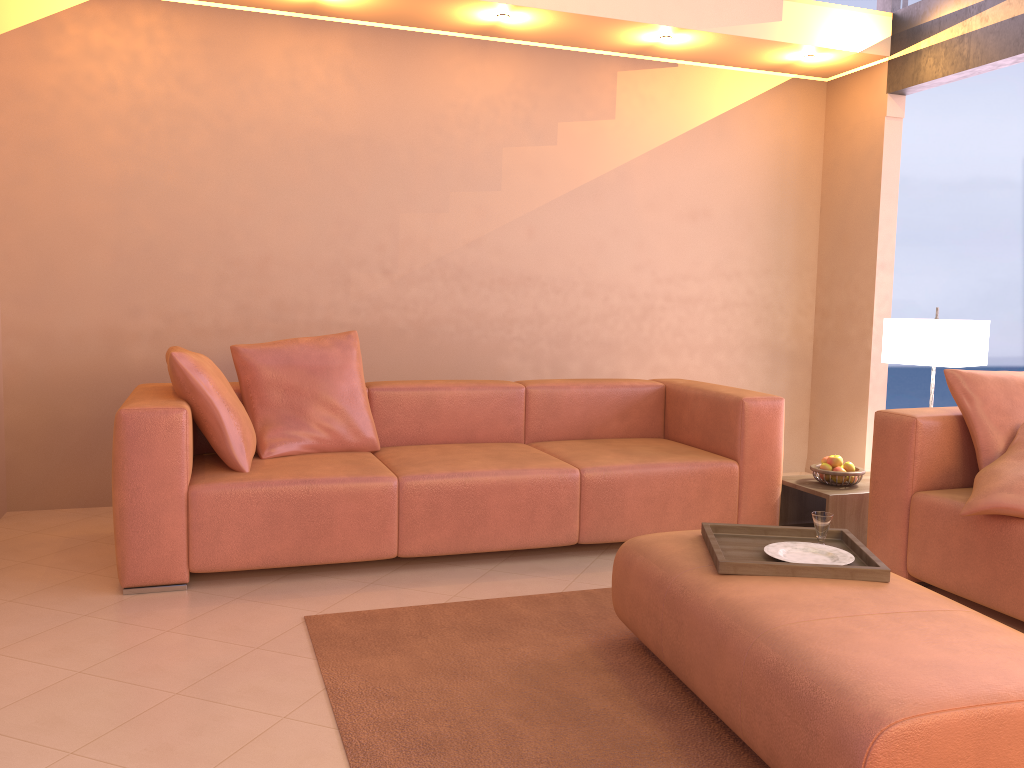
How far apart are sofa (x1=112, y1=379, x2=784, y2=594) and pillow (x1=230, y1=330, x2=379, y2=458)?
0.04m

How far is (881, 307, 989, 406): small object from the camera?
3.93m

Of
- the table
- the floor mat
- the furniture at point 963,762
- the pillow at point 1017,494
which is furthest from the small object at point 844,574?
the table

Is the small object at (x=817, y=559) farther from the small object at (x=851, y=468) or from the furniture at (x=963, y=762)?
the small object at (x=851, y=468)

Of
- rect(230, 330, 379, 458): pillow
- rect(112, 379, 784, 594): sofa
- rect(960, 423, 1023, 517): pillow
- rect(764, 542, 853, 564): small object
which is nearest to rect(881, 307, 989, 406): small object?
rect(112, 379, 784, 594): sofa

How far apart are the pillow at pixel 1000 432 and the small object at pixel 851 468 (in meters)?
0.70

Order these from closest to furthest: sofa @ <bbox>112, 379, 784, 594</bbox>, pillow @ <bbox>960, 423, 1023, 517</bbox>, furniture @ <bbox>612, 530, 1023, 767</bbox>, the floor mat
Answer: furniture @ <bbox>612, 530, 1023, 767</bbox> → the floor mat → pillow @ <bbox>960, 423, 1023, 517</bbox> → sofa @ <bbox>112, 379, 784, 594</bbox>

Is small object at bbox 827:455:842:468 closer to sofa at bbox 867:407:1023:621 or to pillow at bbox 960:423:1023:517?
sofa at bbox 867:407:1023:621

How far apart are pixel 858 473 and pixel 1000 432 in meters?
0.7 m

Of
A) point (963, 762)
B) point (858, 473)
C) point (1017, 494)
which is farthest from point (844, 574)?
point (858, 473)
